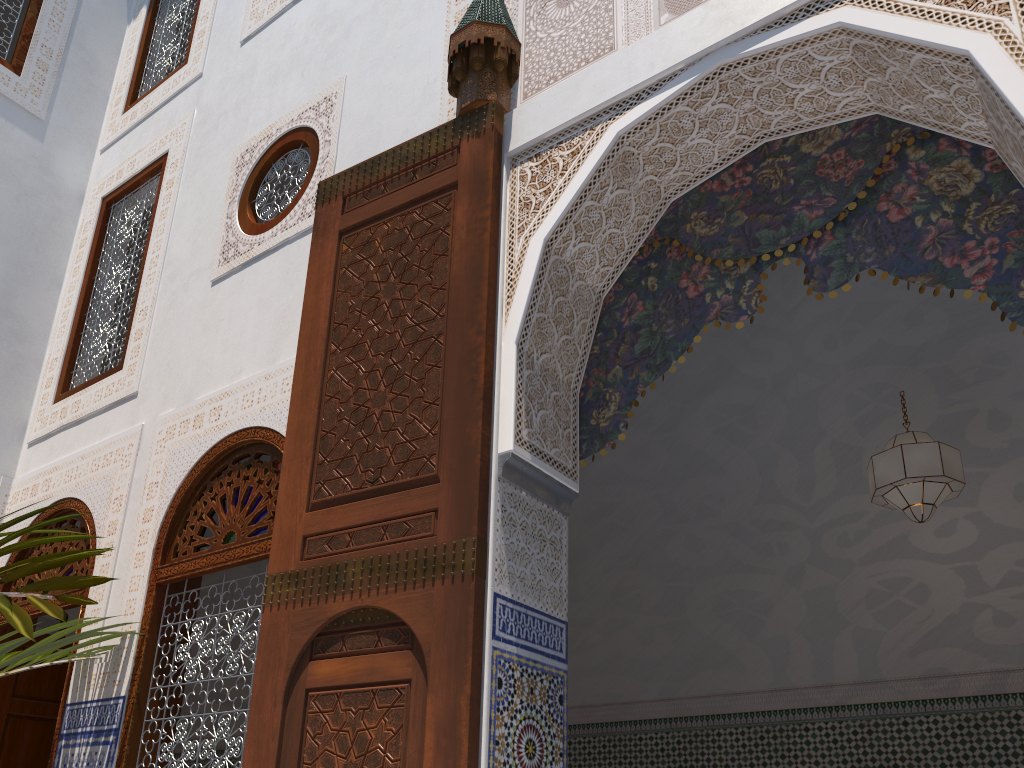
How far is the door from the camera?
1.7m

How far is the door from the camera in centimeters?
165cm

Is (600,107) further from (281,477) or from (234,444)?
(234,444)
